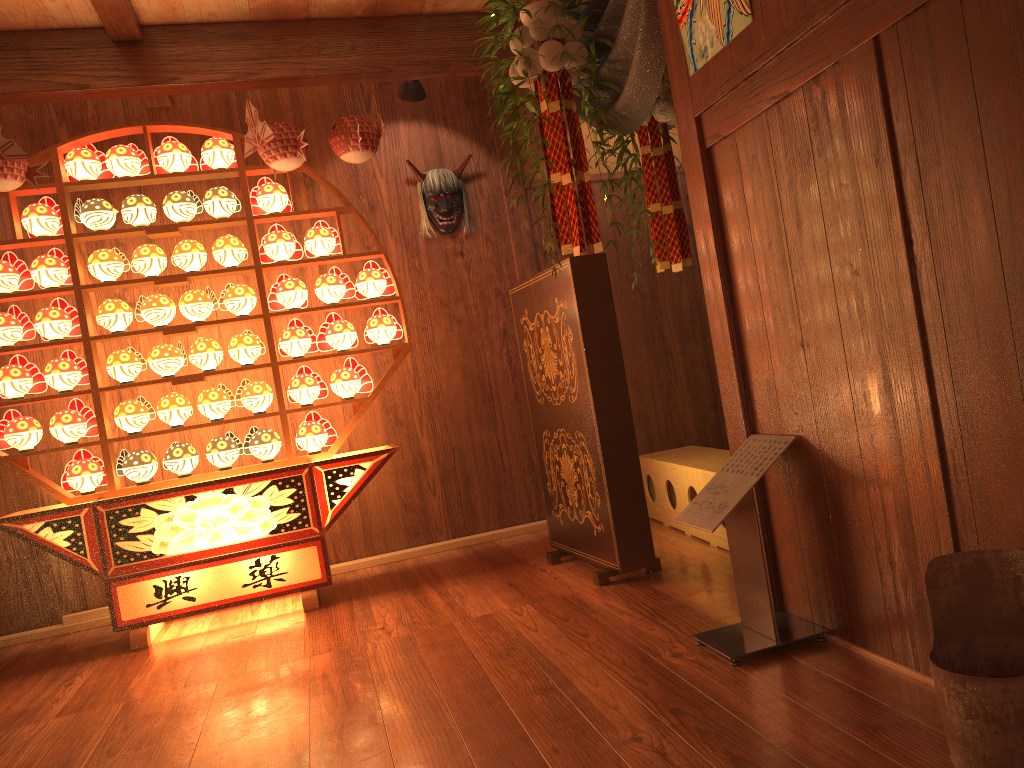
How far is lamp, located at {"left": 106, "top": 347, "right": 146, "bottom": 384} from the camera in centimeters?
387cm

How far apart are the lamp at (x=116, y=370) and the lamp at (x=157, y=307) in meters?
0.1

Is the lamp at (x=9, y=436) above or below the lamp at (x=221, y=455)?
above

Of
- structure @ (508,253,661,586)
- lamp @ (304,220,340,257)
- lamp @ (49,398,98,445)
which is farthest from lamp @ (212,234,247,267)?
structure @ (508,253,661,586)

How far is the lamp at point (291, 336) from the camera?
4.04m

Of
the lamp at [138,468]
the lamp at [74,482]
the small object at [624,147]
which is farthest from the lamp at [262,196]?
the small object at [624,147]

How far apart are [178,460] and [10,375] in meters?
0.8 m

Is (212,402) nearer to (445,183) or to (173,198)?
(173,198)

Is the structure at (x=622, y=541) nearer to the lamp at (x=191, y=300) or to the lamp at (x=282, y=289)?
the lamp at (x=282, y=289)

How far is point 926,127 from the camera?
1.69m
